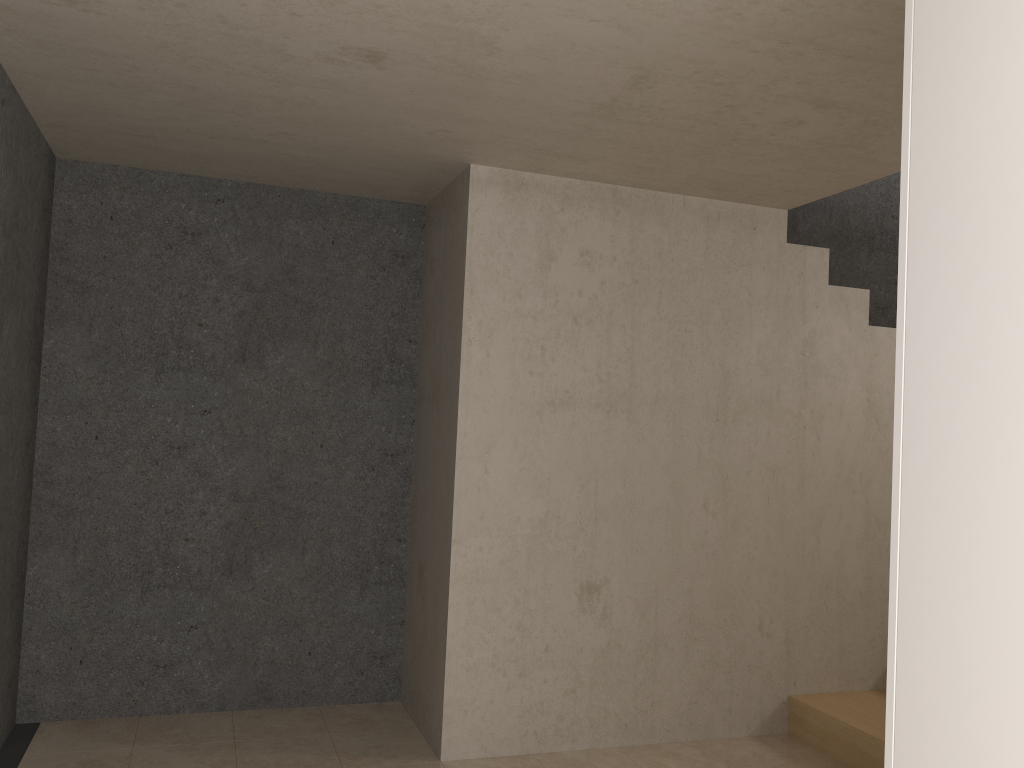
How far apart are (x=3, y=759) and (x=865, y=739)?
3.5 meters

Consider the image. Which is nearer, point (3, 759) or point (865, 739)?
point (3, 759)

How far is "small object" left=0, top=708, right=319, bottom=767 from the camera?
3.47m

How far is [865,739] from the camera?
3.73m

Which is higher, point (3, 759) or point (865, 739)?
point (865, 739)

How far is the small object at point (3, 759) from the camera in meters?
→ 3.5 m

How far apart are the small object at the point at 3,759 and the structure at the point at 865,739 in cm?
333

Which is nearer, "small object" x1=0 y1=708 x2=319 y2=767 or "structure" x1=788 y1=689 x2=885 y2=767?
"small object" x1=0 y1=708 x2=319 y2=767

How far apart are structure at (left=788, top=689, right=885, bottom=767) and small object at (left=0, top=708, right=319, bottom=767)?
3.33m
